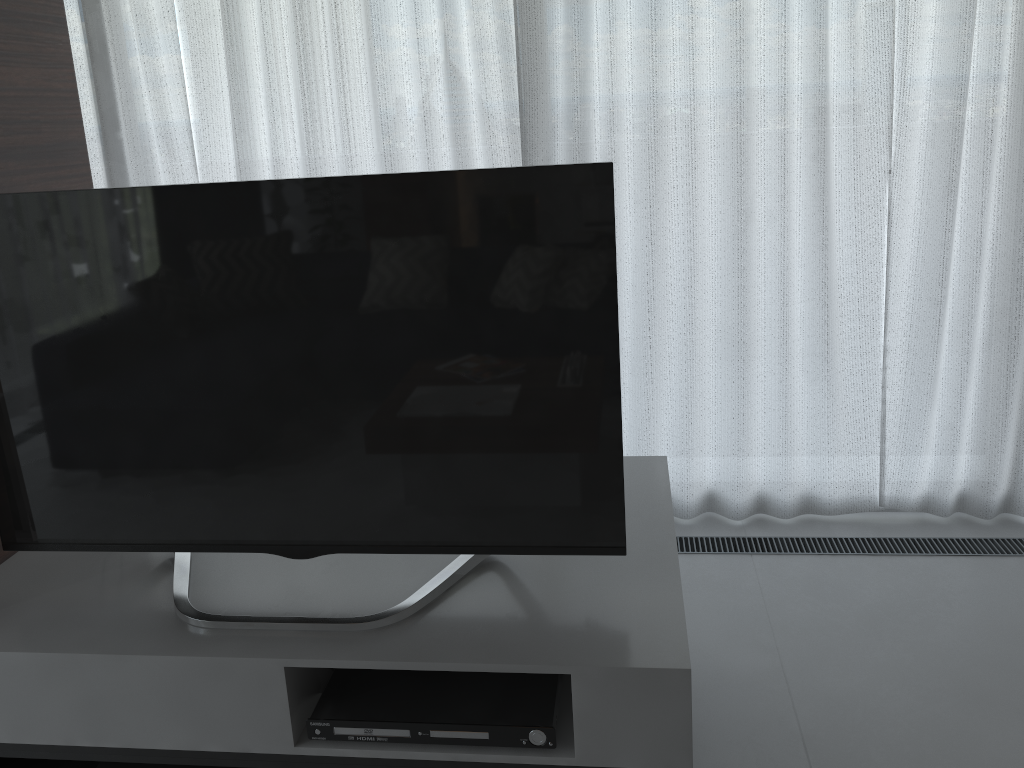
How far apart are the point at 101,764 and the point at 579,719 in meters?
1.0 m

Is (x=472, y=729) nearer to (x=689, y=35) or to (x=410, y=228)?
(x=410, y=228)

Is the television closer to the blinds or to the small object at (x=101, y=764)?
the small object at (x=101, y=764)

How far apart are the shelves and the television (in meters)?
0.01

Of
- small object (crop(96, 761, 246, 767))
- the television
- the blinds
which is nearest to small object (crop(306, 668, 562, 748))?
the television

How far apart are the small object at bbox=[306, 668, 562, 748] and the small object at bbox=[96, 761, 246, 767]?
0.5m

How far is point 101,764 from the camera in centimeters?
176cm

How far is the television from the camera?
1.5 meters

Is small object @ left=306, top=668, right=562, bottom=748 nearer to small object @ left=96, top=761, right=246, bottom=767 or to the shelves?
the shelves

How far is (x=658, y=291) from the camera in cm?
278
